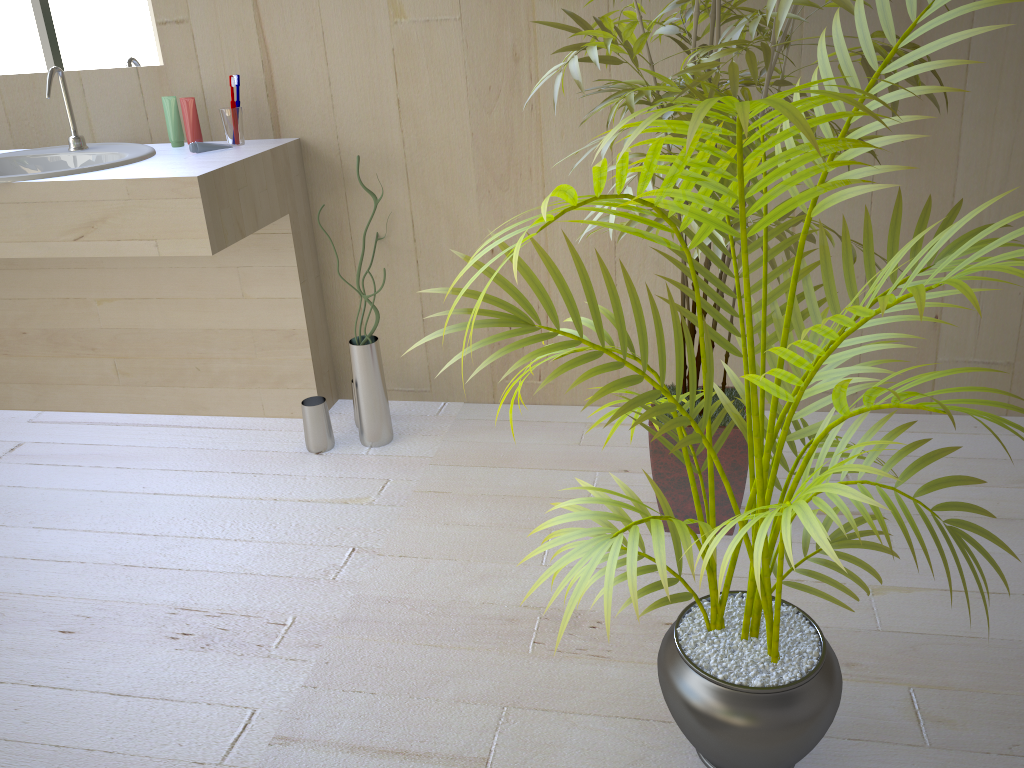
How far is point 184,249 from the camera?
1.95m

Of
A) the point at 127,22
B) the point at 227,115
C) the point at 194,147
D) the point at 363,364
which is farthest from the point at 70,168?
the point at 363,364

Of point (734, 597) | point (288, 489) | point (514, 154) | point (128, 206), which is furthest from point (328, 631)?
point (514, 154)

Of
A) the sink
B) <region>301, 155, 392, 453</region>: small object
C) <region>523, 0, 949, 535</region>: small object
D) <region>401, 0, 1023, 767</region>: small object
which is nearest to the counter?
the sink

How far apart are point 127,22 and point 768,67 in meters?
1.8

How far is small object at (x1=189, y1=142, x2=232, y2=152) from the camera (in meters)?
2.18

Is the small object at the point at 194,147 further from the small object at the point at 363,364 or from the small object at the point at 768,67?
the small object at the point at 768,67

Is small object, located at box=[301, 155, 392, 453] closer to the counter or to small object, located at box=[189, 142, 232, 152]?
the counter

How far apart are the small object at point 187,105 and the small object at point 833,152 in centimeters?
142cm

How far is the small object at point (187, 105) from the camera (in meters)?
2.22
